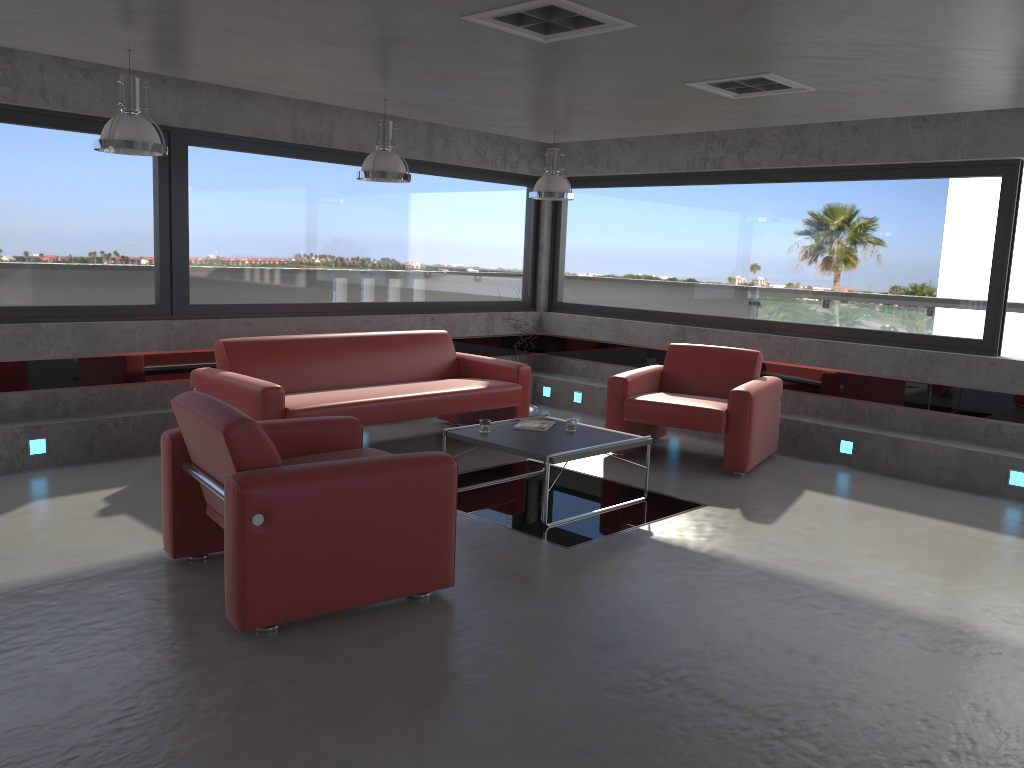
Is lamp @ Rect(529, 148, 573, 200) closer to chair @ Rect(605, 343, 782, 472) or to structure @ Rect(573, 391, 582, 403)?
chair @ Rect(605, 343, 782, 472)

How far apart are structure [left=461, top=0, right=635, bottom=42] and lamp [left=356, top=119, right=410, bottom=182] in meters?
2.1 m

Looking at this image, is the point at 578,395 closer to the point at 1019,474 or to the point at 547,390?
the point at 547,390

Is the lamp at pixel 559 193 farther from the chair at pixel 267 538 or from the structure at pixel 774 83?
the chair at pixel 267 538

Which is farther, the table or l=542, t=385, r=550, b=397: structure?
l=542, t=385, r=550, b=397: structure

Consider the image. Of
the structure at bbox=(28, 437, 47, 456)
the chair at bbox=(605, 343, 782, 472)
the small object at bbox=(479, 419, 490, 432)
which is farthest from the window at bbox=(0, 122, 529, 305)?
the small object at bbox=(479, 419, 490, 432)

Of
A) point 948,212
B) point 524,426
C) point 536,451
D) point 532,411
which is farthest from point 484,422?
point 948,212

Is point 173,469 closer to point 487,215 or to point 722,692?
point 722,692

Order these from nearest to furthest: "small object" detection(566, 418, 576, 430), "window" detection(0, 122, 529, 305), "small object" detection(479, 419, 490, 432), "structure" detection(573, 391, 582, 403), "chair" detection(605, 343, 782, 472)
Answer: "small object" detection(479, 419, 490, 432) → "small object" detection(566, 418, 576, 430) → "window" detection(0, 122, 529, 305) → "chair" detection(605, 343, 782, 472) → "structure" detection(573, 391, 582, 403)

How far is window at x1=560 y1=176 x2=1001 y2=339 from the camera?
7.10m
